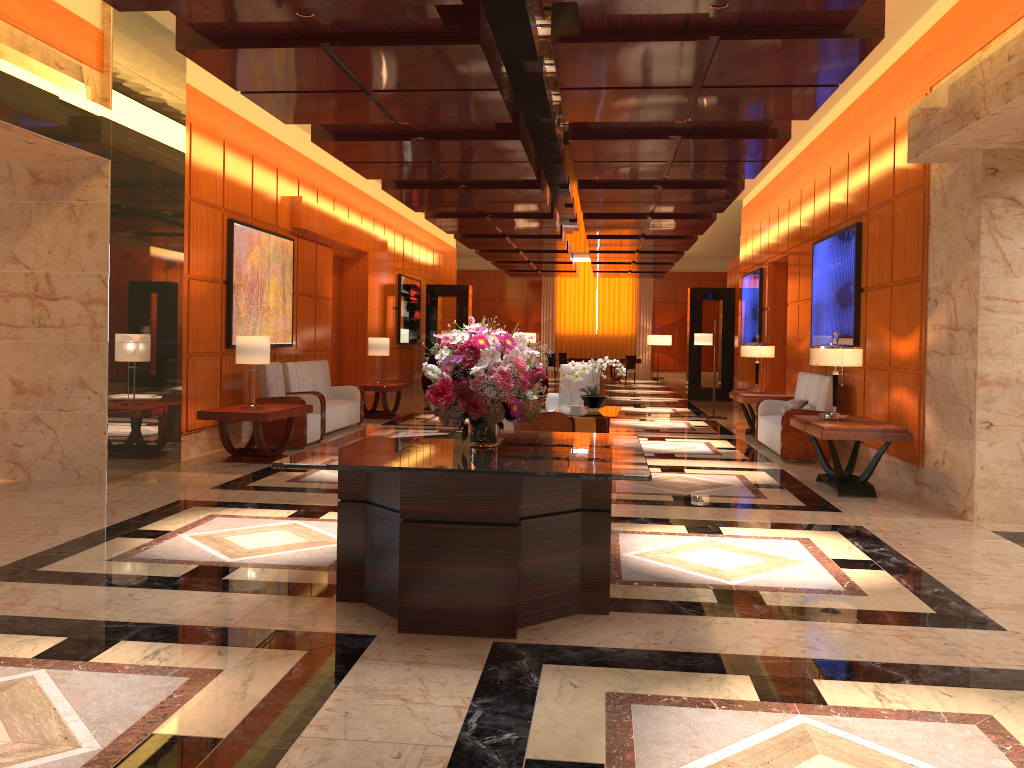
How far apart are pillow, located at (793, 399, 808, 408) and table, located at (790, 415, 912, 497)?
1.93m

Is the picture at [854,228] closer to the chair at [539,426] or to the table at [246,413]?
the chair at [539,426]

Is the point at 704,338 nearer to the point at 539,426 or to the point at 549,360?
the point at 539,426

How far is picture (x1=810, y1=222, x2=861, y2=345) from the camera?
9.4 meters

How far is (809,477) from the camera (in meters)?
8.60

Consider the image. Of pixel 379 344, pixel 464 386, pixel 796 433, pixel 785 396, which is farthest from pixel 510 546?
pixel 379 344

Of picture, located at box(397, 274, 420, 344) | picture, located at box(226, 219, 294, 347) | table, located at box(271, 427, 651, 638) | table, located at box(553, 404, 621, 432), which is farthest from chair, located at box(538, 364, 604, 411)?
picture, located at box(397, 274, 420, 344)

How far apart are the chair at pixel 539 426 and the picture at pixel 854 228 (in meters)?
3.30

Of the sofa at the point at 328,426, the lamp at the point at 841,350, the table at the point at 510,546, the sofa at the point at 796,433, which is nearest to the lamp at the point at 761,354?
the sofa at the point at 796,433

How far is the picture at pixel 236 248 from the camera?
10.0 meters
